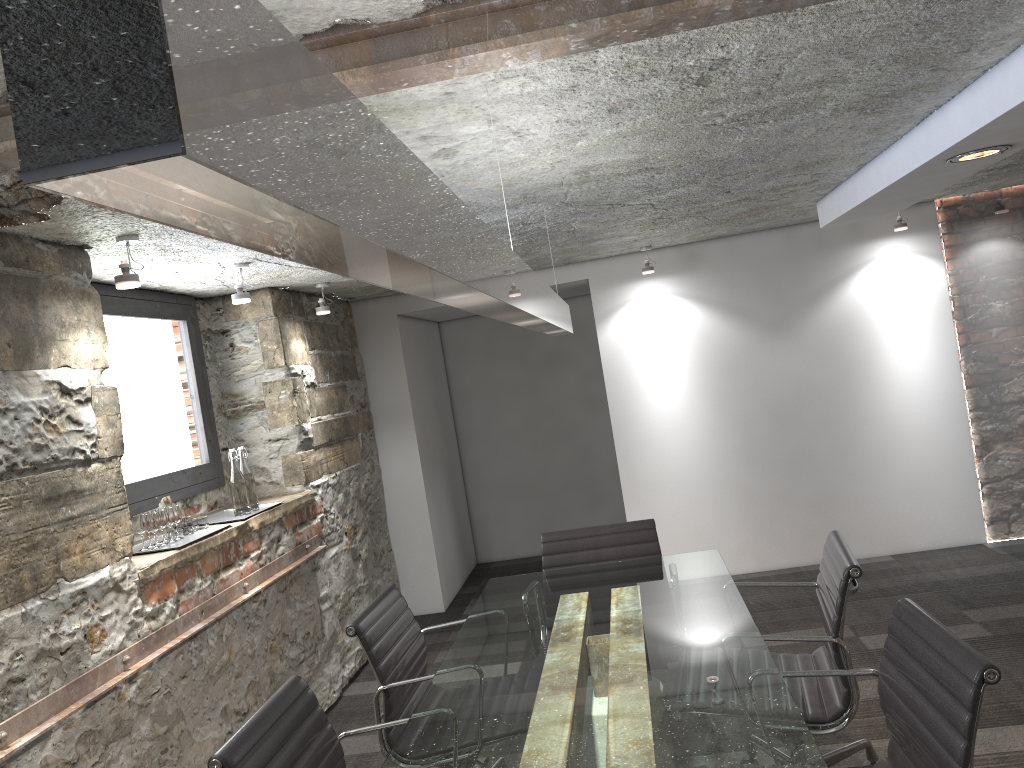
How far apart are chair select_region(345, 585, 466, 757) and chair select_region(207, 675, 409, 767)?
0.3m

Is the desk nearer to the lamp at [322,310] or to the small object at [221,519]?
the small object at [221,519]

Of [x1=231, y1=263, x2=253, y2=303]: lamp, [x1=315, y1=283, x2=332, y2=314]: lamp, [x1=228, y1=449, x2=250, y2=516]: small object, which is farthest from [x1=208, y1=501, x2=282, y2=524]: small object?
[x1=315, y1=283, x2=332, y2=314]: lamp

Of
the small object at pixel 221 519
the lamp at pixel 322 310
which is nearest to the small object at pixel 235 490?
the small object at pixel 221 519

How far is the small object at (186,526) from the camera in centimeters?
352cm

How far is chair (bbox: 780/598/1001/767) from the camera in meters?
1.7

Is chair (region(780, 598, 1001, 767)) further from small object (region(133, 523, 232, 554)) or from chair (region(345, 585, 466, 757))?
small object (region(133, 523, 232, 554))

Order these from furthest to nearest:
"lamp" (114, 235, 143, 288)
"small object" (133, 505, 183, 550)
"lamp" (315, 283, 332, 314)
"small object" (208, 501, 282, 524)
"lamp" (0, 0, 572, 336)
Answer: "lamp" (315, 283, 332, 314)
"small object" (208, 501, 282, 524)
"small object" (133, 505, 183, 550)
"lamp" (114, 235, 143, 288)
"lamp" (0, 0, 572, 336)

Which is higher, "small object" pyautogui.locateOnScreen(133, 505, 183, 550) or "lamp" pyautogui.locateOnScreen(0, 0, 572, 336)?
"lamp" pyautogui.locateOnScreen(0, 0, 572, 336)

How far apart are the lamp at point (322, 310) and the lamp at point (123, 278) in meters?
1.8 m
